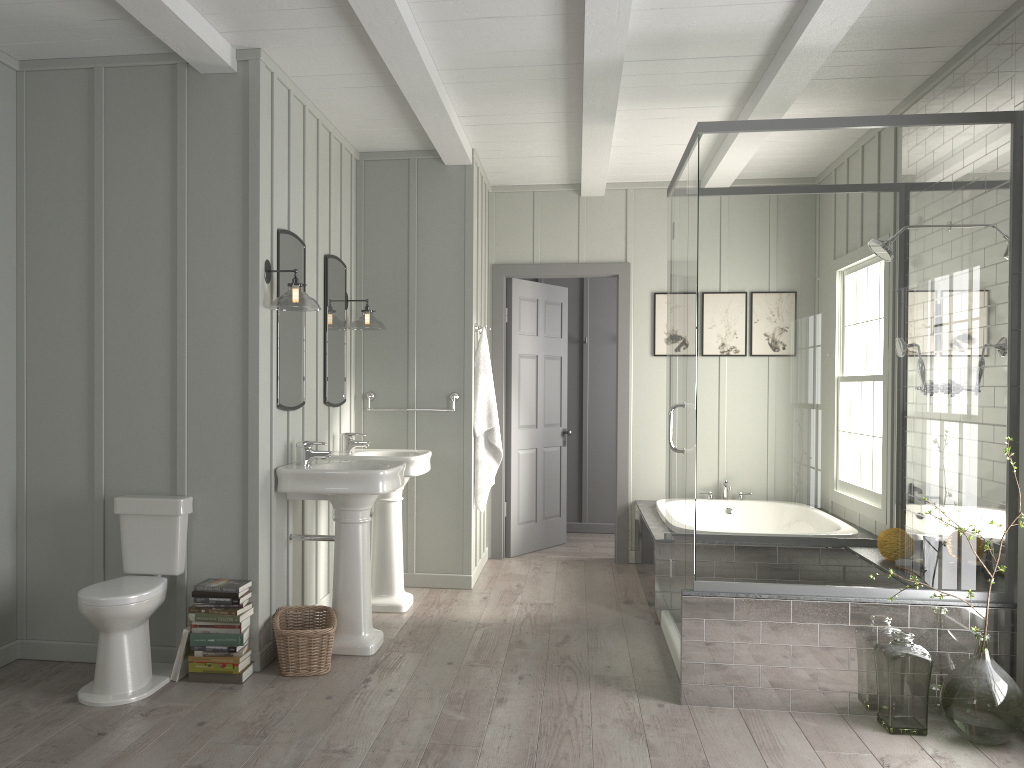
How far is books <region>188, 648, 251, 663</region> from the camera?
3.71m

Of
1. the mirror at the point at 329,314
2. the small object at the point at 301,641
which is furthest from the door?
the small object at the point at 301,641

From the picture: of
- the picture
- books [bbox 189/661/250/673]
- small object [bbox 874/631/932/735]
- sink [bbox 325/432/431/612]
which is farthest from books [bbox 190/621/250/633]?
the picture

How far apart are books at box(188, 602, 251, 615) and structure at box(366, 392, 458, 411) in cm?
209

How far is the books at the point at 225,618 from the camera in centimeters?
370cm

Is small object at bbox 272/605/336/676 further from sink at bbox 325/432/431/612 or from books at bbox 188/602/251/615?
sink at bbox 325/432/431/612

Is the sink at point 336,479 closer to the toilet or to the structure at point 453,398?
the toilet

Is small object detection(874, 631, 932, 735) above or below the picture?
below

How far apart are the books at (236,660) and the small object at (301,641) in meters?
0.2

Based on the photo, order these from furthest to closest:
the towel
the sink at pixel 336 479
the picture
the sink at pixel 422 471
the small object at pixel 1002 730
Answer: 1. the picture
2. the towel
3. the sink at pixel 422 471
4. the sink at pixel 336 479
5. the small object at pixel 1002 730
